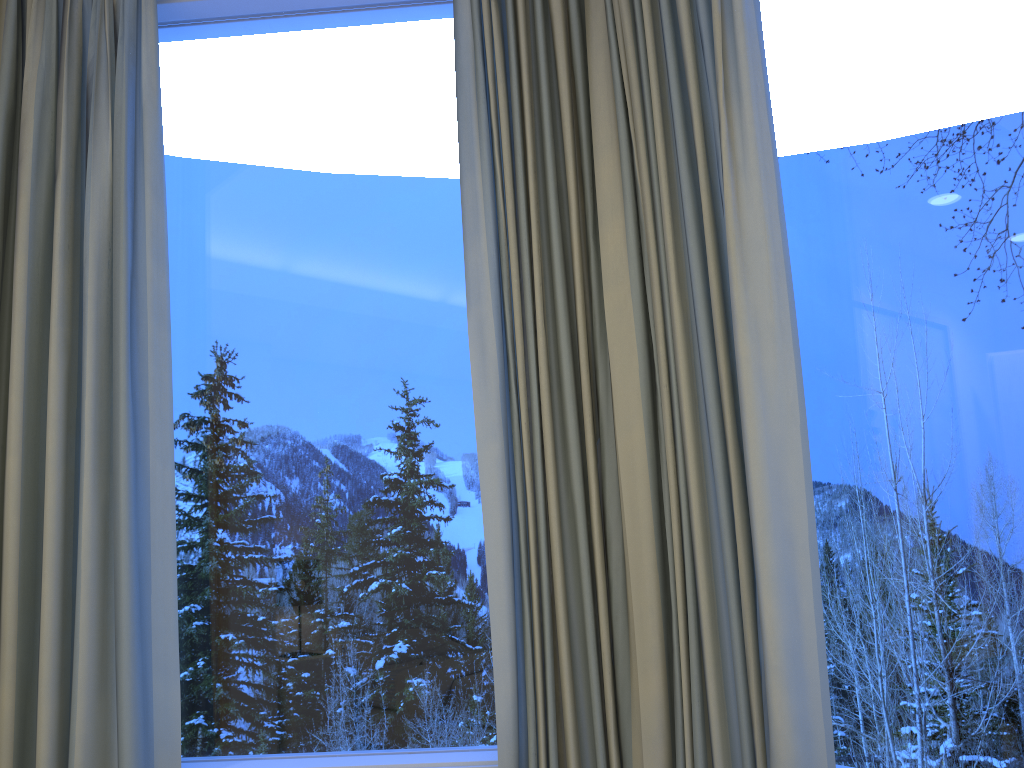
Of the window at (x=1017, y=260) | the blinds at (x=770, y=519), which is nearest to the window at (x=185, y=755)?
the blinds at (x=770, y=519)

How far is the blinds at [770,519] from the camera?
1.2m

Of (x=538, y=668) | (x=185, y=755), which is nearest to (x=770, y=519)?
(x=538, y=668)

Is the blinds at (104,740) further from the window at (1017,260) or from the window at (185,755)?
the window at (1017,260)

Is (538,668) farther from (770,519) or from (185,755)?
(185,755)

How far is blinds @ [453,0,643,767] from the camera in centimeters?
144cm

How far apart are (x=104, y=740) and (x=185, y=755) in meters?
0.2 m

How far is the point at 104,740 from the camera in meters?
1.5 m

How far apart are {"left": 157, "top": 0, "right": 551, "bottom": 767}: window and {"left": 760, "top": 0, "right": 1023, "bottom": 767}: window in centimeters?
57cm

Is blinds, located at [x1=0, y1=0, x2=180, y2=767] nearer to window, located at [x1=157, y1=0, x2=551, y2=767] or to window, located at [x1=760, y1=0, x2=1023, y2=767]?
window, located at [x1=157, y1=0, x2=551, y2=767]
